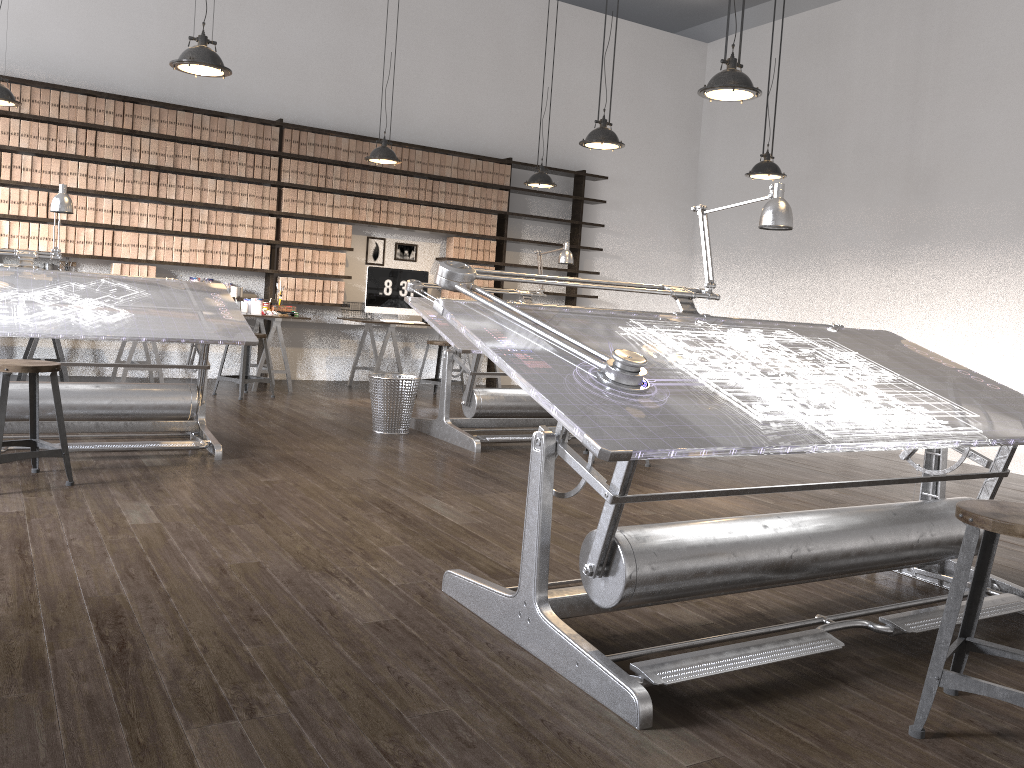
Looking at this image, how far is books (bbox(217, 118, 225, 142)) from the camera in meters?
7.8

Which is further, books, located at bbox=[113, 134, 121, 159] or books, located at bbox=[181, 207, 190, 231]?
books, located at bbox=[181, 207, 190, 231]

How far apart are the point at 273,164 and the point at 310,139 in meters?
0.4

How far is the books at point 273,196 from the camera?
8.1 meters

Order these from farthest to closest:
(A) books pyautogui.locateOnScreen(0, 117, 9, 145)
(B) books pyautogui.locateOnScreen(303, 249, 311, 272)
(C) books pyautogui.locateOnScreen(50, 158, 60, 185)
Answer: (B) books pyautogui.locateOnScreen(303, 249, 311, 272) < (C) books pyautogui.locateOnScreen(50, 158, 60, 185) < (A) books pyautogui.locateOnScreen(0, 117, 9, 145)

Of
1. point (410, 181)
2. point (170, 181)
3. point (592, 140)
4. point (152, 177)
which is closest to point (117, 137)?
point (152, 177)

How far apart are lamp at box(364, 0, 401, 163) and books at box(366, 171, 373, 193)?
1.23m

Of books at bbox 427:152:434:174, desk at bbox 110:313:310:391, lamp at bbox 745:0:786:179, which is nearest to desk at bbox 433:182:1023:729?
lamp at bbox 745:0:786:179

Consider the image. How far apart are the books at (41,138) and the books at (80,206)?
0.5m

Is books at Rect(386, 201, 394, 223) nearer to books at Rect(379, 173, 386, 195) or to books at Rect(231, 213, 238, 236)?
books at Rect(379, 173, 386, 195)
